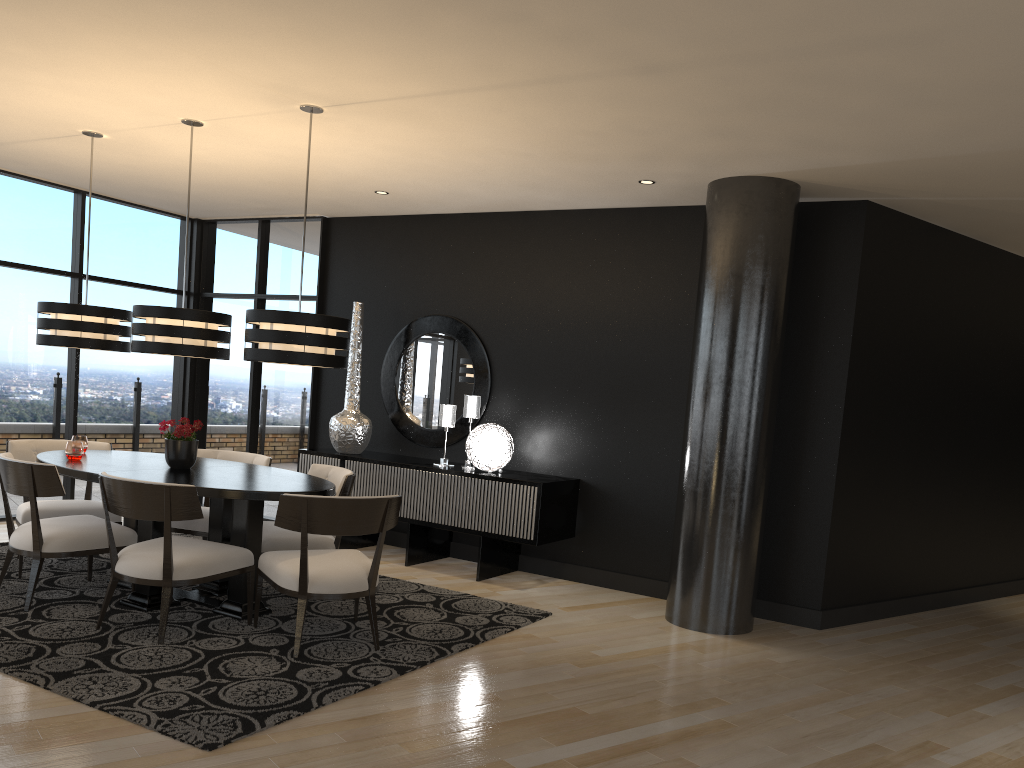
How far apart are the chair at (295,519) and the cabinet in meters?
1.6

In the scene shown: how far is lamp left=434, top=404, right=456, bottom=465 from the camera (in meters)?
6.68

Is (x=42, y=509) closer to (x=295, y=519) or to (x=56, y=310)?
(x=56, y=310)

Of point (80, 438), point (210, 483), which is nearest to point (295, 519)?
point (210, 483)

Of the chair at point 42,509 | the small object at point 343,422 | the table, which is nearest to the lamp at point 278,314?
the table

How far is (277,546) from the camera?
5.02m

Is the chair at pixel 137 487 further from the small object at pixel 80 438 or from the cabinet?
the cabinet

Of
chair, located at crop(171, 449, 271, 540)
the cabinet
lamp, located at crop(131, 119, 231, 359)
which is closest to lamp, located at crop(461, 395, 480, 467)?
the cabinet

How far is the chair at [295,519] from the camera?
4.2m

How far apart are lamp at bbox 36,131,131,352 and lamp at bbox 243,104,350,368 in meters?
1.3
